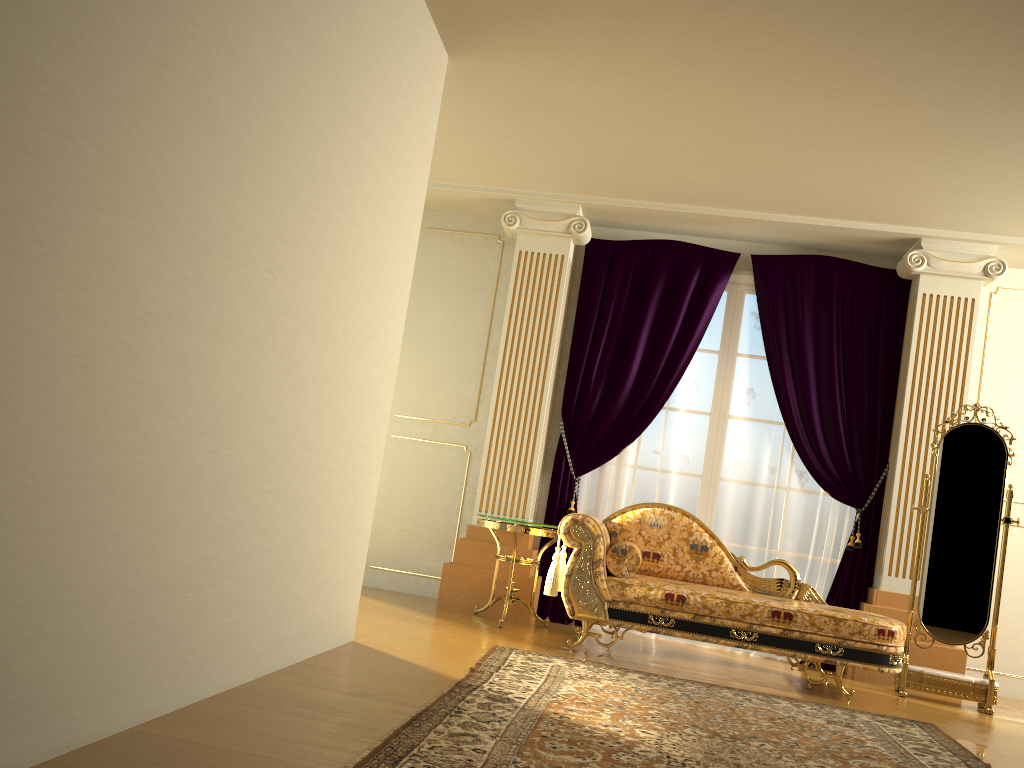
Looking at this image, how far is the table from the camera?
5.1 meters

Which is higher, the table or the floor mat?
the table

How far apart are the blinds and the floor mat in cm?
143

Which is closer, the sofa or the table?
the sofa

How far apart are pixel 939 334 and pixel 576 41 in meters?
3.1

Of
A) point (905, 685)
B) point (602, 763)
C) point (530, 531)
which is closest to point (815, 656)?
point (905, 685)

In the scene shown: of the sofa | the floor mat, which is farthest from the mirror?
the floor mat

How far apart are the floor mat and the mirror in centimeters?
83cm

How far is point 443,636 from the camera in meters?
4.5

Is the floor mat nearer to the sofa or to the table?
the sofa
